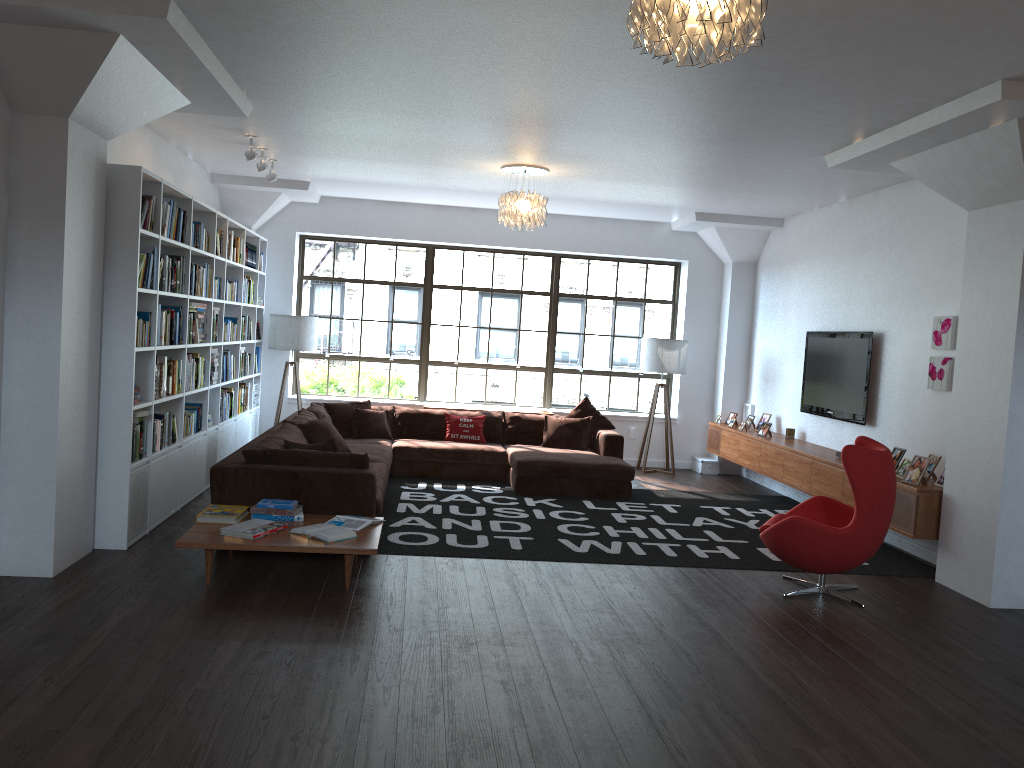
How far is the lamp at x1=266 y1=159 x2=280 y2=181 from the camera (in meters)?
8.20

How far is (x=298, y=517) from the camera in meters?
5.5

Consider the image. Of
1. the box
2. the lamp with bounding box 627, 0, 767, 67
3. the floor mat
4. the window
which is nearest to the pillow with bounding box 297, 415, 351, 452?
the floor mat

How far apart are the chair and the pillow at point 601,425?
3.81m

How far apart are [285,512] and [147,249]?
2.0 meters

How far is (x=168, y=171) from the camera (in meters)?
7.73

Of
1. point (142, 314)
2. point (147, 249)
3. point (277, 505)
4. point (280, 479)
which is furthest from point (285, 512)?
point (147, 249)

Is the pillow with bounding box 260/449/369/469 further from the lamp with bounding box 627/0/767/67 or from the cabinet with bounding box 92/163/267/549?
the lamp with bounding box 627/0/767/67

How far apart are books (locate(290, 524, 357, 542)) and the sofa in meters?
0.5 m

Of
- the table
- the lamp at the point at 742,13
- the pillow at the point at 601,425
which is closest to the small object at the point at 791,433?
the pillow at the point at 601,425
